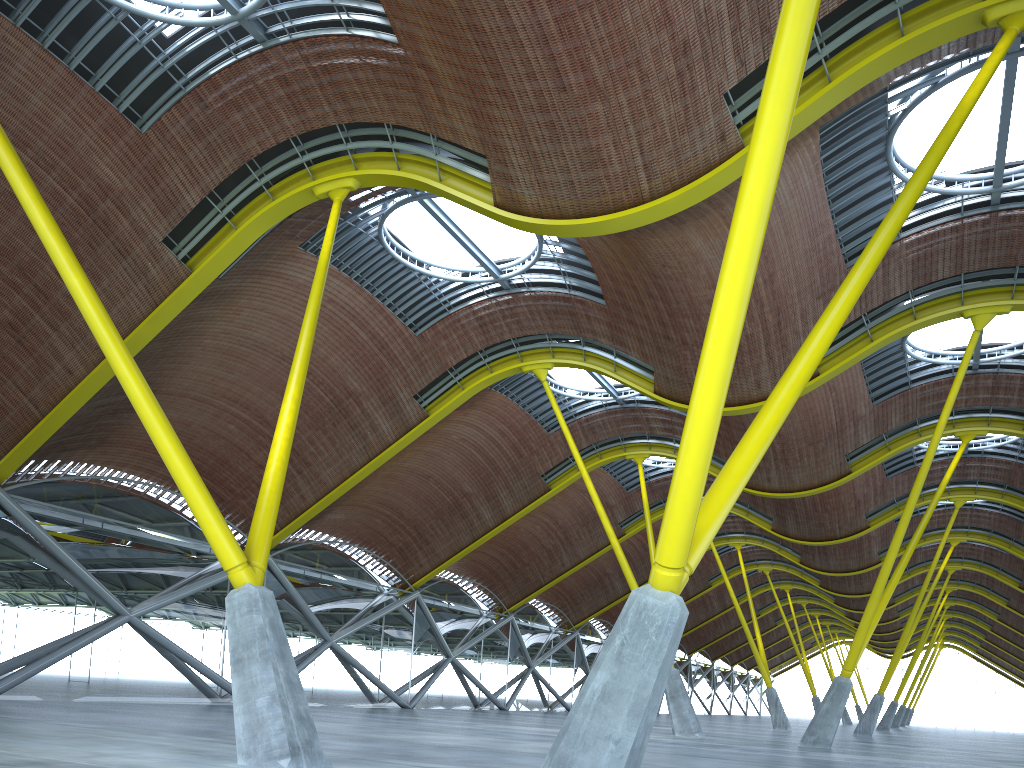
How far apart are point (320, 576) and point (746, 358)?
23.0 meters
